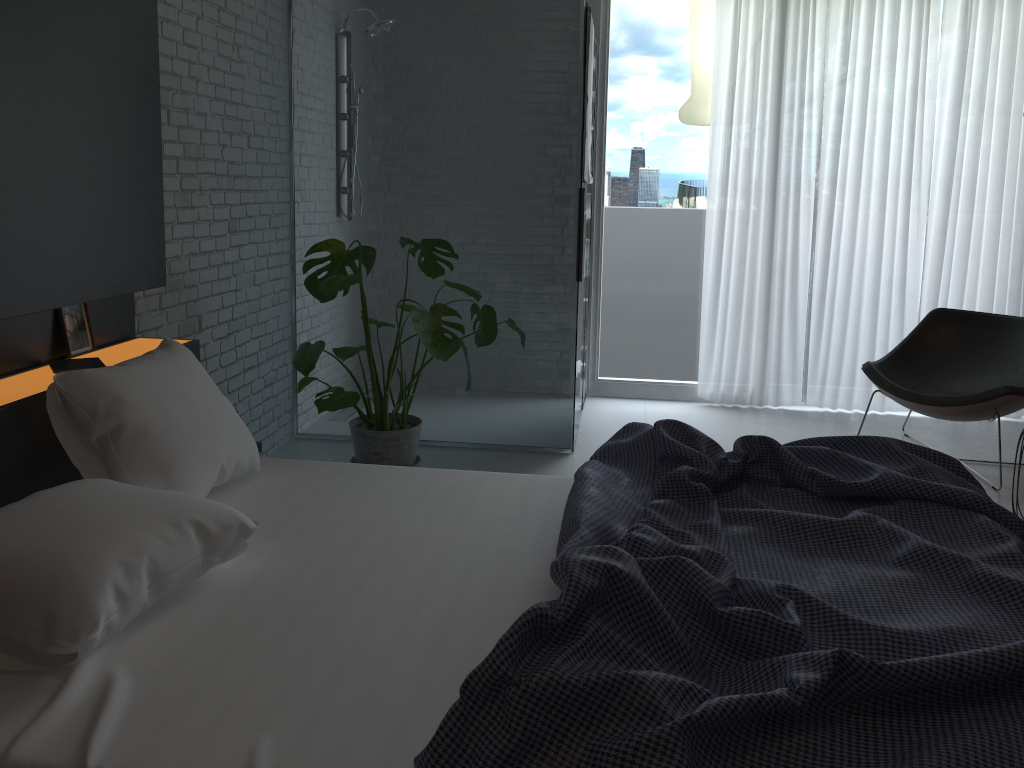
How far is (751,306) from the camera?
5.1 meters

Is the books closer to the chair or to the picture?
the picture

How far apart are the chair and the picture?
3.4 meters

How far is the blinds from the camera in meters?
4.8

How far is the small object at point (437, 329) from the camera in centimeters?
324cm

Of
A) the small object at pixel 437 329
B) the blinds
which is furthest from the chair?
the small object at pixel 437 329

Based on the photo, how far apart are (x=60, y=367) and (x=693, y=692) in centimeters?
183cm

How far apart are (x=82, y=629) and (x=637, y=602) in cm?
94

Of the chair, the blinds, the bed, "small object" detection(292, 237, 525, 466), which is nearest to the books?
the bed

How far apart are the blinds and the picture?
3.53m
